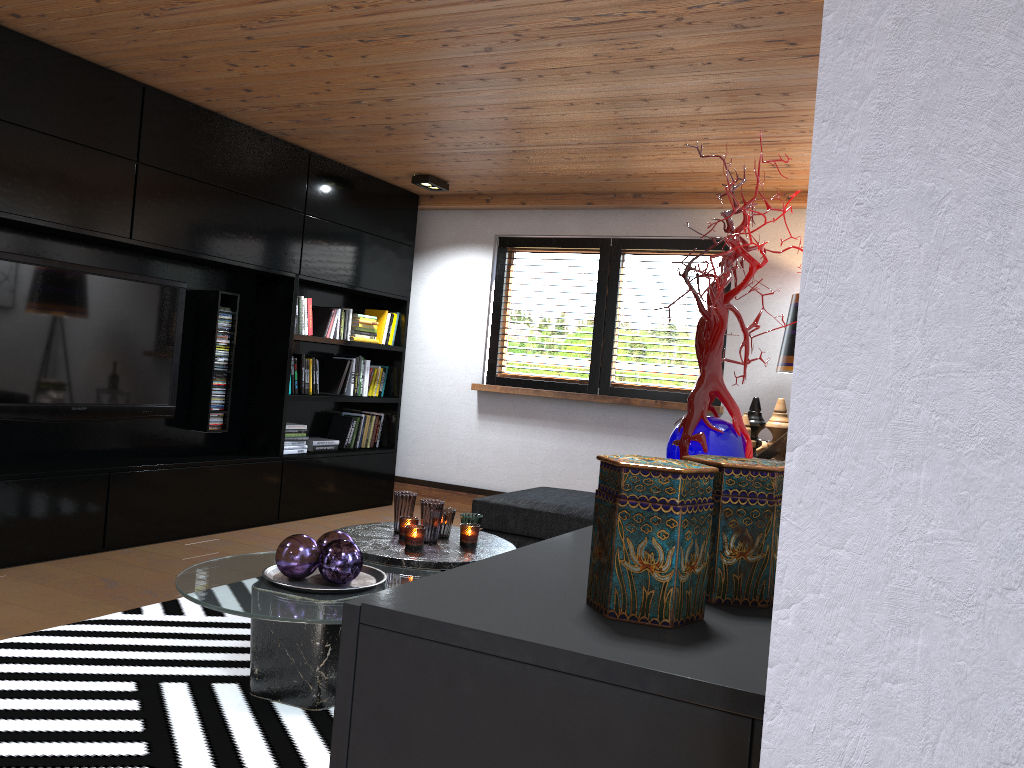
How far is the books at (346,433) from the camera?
6.5 meters

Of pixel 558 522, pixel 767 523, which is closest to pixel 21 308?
pixel 558 522

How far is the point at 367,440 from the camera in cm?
669

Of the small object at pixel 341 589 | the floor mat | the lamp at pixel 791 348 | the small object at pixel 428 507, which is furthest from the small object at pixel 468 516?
the lamp at pixel 791 348

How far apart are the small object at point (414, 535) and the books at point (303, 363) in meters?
2.8 m

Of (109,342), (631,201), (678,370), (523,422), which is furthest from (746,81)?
(109,342)

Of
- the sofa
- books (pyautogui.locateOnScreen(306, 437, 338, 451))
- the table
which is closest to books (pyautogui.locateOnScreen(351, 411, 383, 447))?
books (pyautogui.locateOnScreen(306, 437, 338, 451))

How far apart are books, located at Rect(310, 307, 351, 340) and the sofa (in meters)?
2.09

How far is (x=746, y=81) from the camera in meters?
3.7

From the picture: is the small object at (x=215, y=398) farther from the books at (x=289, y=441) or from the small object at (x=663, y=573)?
the small object at (x=663, y=573)
